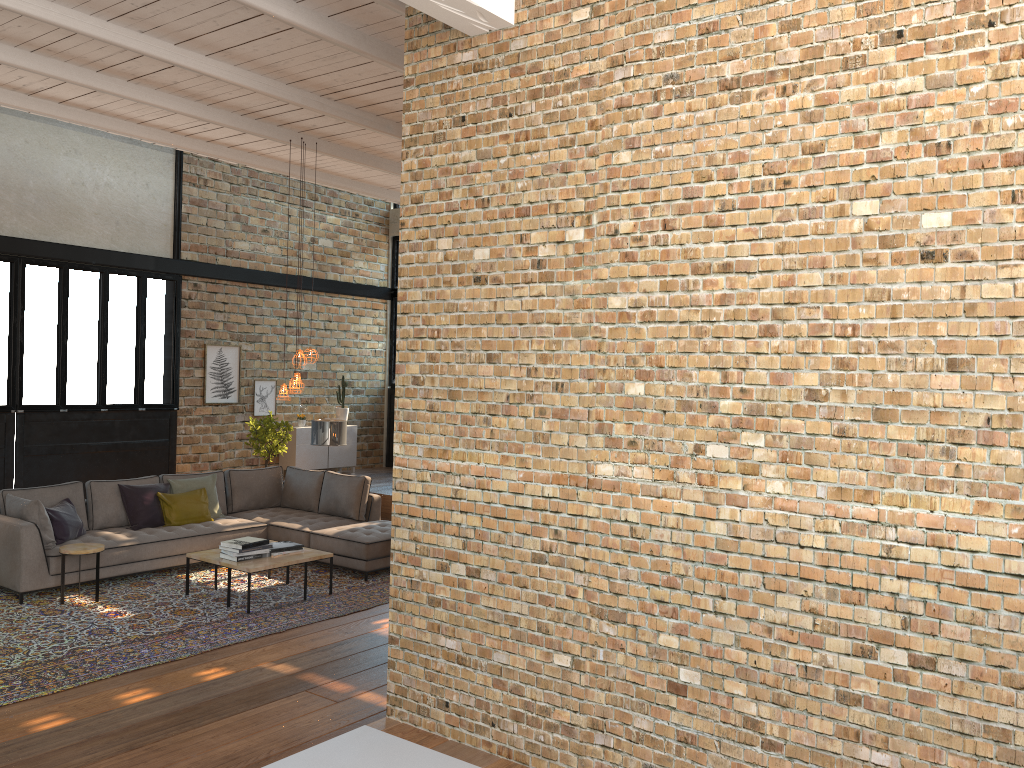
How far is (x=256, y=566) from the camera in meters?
7.4

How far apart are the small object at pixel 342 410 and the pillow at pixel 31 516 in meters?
6.4 m

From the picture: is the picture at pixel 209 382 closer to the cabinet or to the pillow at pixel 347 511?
the cabinet

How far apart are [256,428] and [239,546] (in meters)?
5.10

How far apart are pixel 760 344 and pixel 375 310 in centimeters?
1283cm

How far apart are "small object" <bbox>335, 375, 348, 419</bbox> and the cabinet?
0.2 meters

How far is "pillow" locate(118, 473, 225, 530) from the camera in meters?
8.8 m

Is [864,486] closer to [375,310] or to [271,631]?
[271,631]

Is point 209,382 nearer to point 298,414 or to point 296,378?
point 298,414

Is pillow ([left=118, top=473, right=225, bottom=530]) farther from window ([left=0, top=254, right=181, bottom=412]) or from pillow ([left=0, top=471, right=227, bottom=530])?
window ([left=0, top=254, right=181, bottom=412])
